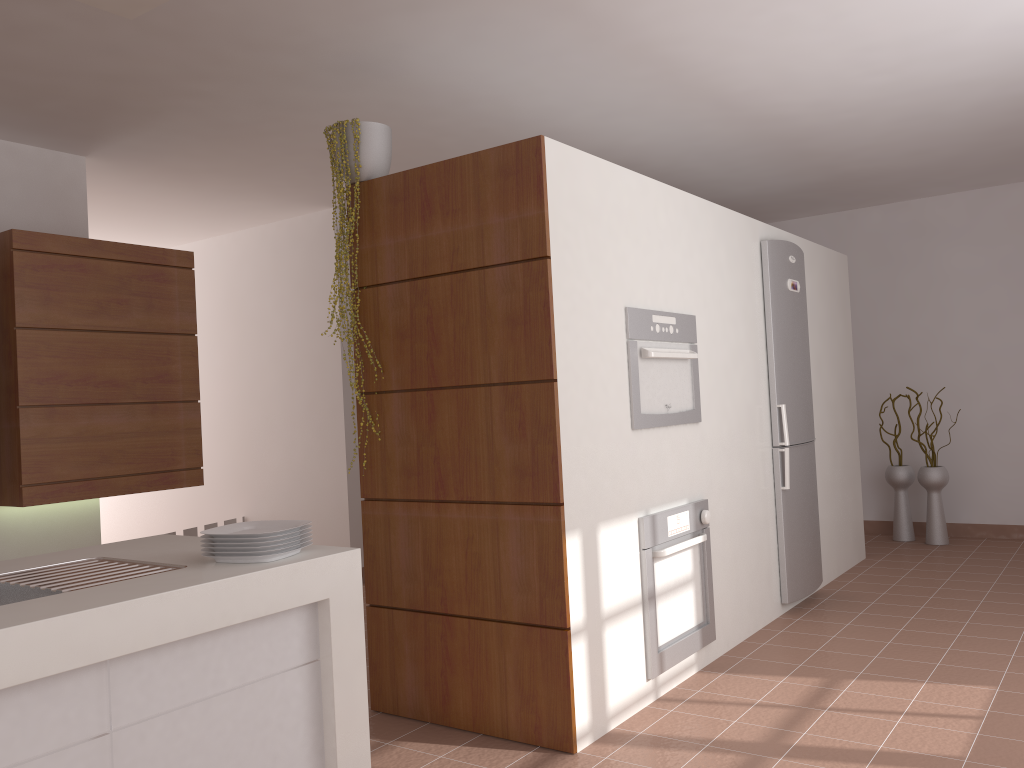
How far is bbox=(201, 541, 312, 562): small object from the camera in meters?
2.0

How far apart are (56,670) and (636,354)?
2.3 meters

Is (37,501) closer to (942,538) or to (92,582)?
(92,582)

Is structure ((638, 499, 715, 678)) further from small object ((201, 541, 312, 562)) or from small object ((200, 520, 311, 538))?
small object ((201, 541, 312, 562))

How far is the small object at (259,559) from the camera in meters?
2.0

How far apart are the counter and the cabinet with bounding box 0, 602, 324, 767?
0.0m

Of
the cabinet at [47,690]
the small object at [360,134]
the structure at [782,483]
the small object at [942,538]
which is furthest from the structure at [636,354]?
the small object at [942,538]

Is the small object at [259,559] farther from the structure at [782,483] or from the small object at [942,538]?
the small object at [942,538]

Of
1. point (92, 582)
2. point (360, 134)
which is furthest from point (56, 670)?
point (360, 134)

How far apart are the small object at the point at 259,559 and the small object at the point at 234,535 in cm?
6
